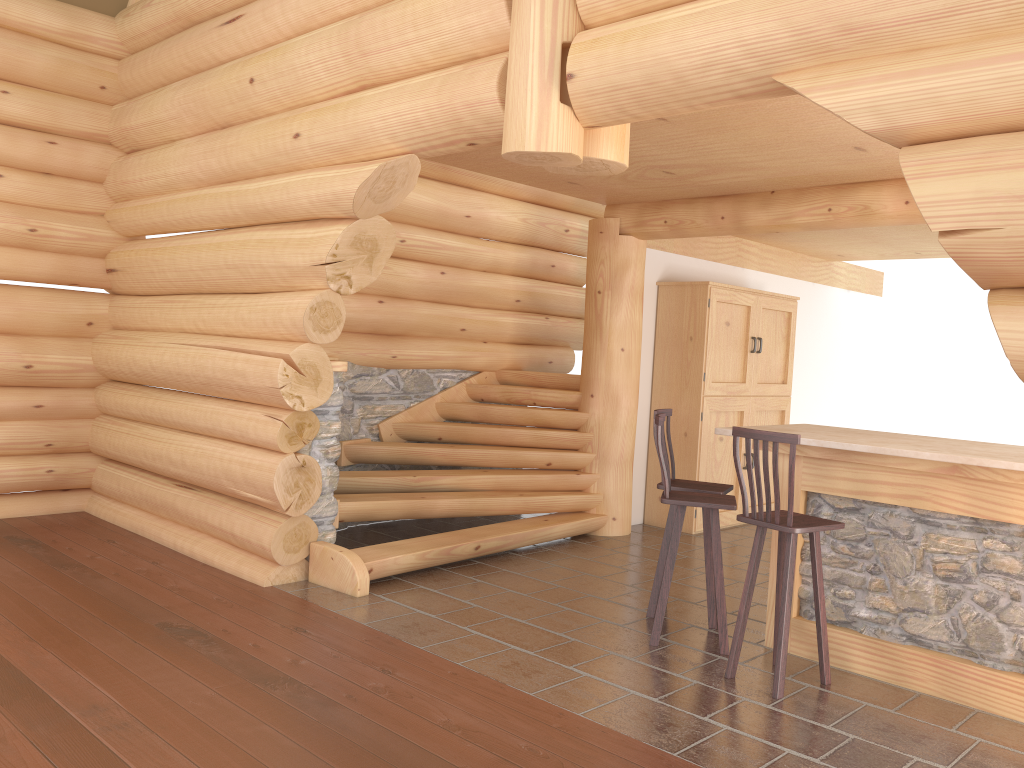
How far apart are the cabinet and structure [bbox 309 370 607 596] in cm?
82

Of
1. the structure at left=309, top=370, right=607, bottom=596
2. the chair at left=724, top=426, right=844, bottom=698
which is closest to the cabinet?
the structure at left=309, top=370, right=607, bottom=596

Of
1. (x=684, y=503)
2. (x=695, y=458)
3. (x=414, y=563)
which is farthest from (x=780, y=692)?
(x=695, y=458)

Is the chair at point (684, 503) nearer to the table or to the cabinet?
the table

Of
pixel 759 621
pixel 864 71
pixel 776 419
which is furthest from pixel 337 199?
pixel 776 419

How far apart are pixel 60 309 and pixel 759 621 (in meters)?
6.27

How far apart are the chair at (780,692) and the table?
0.28m

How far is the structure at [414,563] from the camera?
6.2 meters

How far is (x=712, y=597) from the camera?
5.5 meters

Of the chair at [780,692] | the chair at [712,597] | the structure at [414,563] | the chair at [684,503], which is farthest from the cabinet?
the chair at [780,692]
